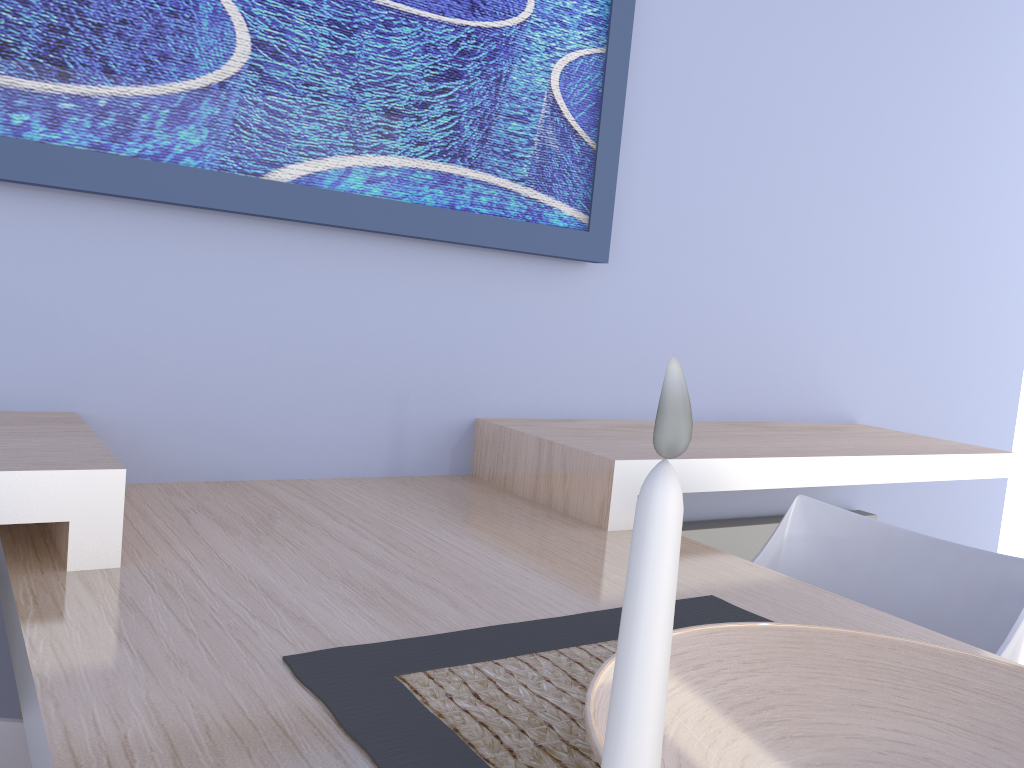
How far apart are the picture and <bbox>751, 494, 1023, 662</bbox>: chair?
0.7m

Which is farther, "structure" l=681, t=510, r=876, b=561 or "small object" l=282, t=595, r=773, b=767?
"structure" l=681, t=510, r=876, b=561

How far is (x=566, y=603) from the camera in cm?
111

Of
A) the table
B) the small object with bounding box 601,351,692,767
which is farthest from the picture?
the small object with bounding box 601,351,692,767

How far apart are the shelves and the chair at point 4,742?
0.2m

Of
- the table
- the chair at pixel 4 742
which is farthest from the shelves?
the chair at pixel 4 742

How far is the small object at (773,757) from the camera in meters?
0.7 m

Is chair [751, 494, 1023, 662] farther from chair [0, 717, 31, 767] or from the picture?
chair [0, 717, 31, 767]

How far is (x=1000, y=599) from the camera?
1.3m

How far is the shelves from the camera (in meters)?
1.05
